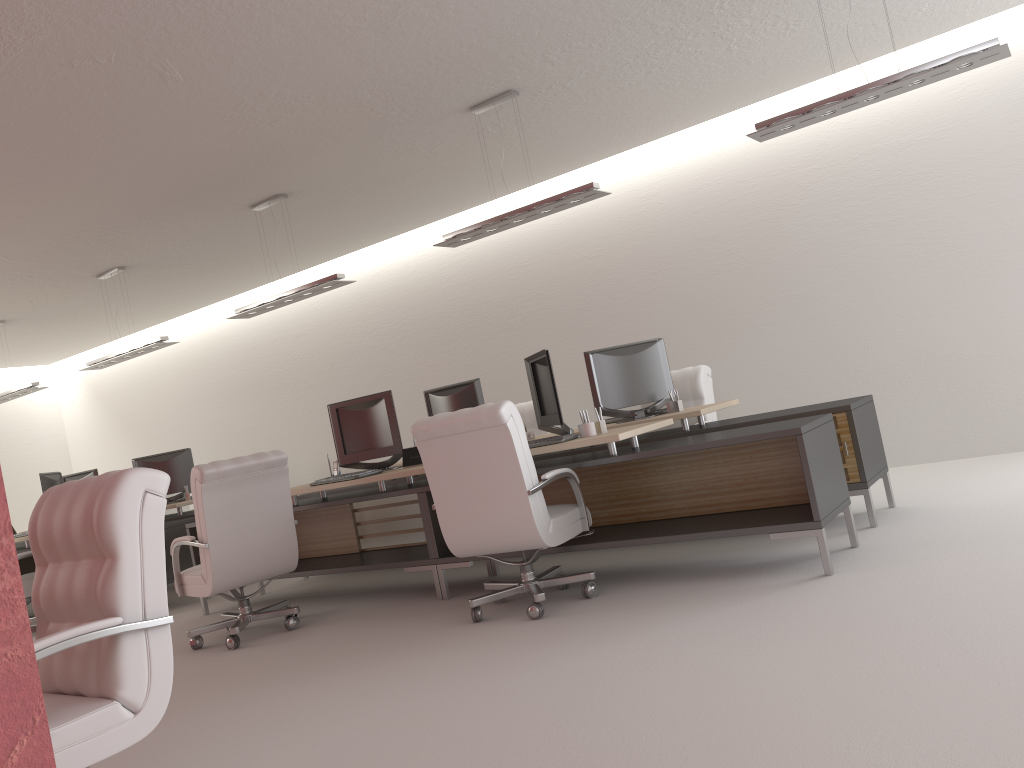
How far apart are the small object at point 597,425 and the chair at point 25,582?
8.0m

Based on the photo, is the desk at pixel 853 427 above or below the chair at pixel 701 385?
below

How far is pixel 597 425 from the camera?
7.34m

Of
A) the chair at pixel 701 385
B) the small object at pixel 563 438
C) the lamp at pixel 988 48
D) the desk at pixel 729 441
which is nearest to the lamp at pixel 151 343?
the desk at pixel 729 441

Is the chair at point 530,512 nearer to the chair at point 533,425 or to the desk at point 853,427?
the desk at point 853,427

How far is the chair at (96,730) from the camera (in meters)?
3.63

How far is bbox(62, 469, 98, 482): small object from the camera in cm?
1445

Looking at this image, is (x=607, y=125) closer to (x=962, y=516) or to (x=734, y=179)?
(x=734, y=179)

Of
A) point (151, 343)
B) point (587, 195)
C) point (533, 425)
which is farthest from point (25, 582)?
point (587, 195)

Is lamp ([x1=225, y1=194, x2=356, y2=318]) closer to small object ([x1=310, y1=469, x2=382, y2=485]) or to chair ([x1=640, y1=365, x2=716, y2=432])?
small object ([x1=310, y1=469, x2=382, y2=485])
